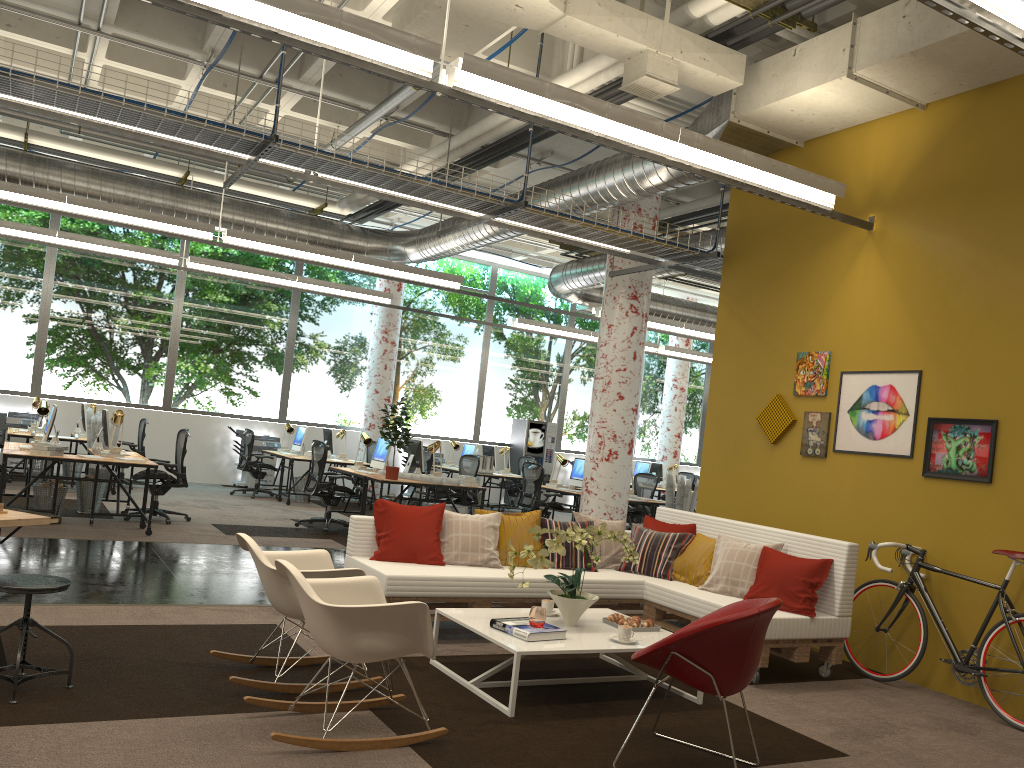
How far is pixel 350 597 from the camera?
4.2m

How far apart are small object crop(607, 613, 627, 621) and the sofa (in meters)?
0.81

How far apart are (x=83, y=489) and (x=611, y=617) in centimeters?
721cm

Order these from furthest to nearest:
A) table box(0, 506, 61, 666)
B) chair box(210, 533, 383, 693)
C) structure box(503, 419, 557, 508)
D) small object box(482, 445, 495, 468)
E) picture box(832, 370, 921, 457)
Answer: structure box(503, 419, 557, 508) < small object box(482, 445, 495, 468) < picture box(832, 370, 921, 457) < chair box(210, 533, 383, 693) < table box(0, 506, 61, 666)

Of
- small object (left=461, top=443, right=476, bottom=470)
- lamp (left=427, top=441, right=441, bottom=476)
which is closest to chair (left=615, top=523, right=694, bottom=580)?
lamp (left=427, top=441, right=441, bottom=476)

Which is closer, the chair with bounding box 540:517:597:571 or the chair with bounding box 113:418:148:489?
the chair with bounding box 540:517:597:571

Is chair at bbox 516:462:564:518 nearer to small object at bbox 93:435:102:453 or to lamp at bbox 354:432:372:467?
lamp at bbox 354:432:372:467

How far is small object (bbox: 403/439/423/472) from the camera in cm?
1164

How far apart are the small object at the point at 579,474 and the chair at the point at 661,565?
5.8 meters

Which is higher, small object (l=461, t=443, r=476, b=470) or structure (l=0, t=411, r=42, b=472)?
small object (l=461, t=443, r=476, b=470)
